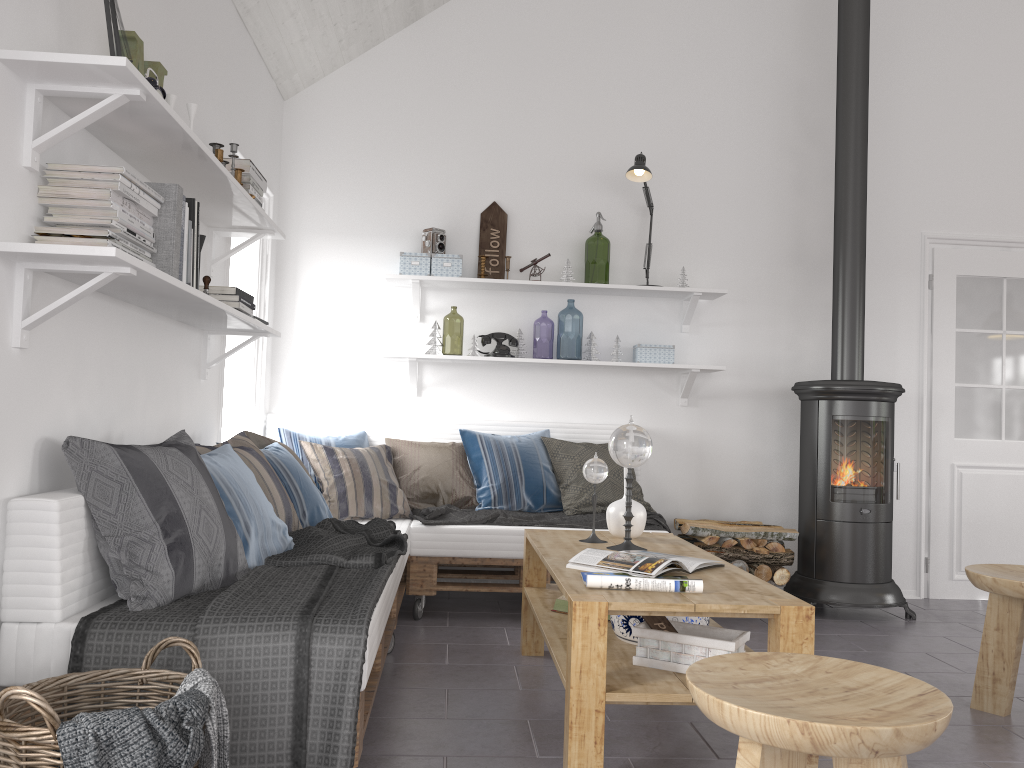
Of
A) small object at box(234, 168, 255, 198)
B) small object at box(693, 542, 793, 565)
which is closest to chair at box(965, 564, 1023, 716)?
small object at box(693, 542, 793, 565)

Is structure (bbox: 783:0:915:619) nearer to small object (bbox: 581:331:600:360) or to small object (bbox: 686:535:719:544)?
small object (bbox: 686:535:719:544)

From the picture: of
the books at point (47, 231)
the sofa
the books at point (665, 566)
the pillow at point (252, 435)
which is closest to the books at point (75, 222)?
the books at point (47, 231)

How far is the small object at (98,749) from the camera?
1.49m

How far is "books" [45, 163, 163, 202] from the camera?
2.1 meters

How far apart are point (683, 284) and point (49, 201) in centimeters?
343cm

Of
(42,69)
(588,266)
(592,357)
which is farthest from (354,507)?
(588,266)

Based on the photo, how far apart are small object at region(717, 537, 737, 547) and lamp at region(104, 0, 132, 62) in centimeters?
334cm

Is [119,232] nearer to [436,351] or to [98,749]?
[98,749]

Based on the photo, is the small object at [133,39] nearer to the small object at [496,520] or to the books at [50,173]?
the books at [50,173]
